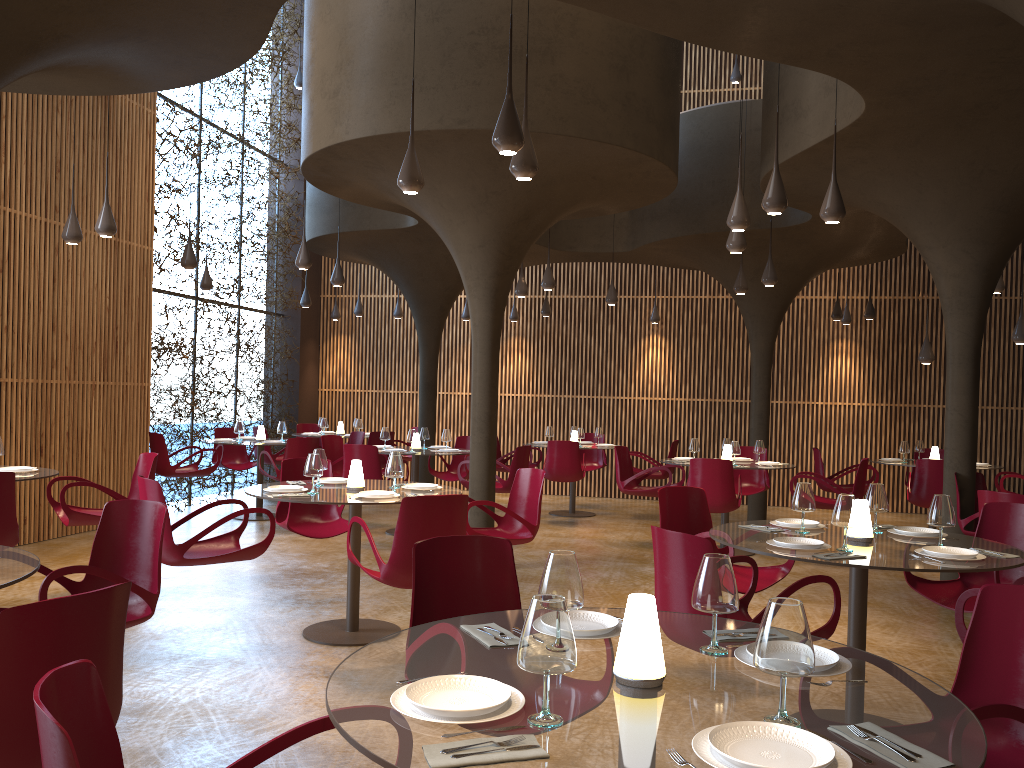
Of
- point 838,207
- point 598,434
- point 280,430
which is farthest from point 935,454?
point 280,430

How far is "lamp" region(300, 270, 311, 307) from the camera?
15.2 meters

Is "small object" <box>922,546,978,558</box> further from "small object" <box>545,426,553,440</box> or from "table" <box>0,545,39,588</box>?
"small object" <box>545,426,553,440</box>

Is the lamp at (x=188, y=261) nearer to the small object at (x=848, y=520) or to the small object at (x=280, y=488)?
the small object at (x=280, y=488)

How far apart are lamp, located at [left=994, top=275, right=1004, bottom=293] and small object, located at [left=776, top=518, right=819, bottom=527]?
7.0m

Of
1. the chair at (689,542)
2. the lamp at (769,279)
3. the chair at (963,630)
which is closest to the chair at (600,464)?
the lamp at (769,279)

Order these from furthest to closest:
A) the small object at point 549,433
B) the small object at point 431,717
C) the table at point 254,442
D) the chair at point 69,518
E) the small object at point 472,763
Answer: the small object at point 549,433 < the table at point 254,442 < the chair at point 69,518 < the small object at point 431,717 < the small object at point 472,763

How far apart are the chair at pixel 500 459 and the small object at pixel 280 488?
7.7m

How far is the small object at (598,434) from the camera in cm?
1440

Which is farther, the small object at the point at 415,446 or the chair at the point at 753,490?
the chair at the point at 753,490
